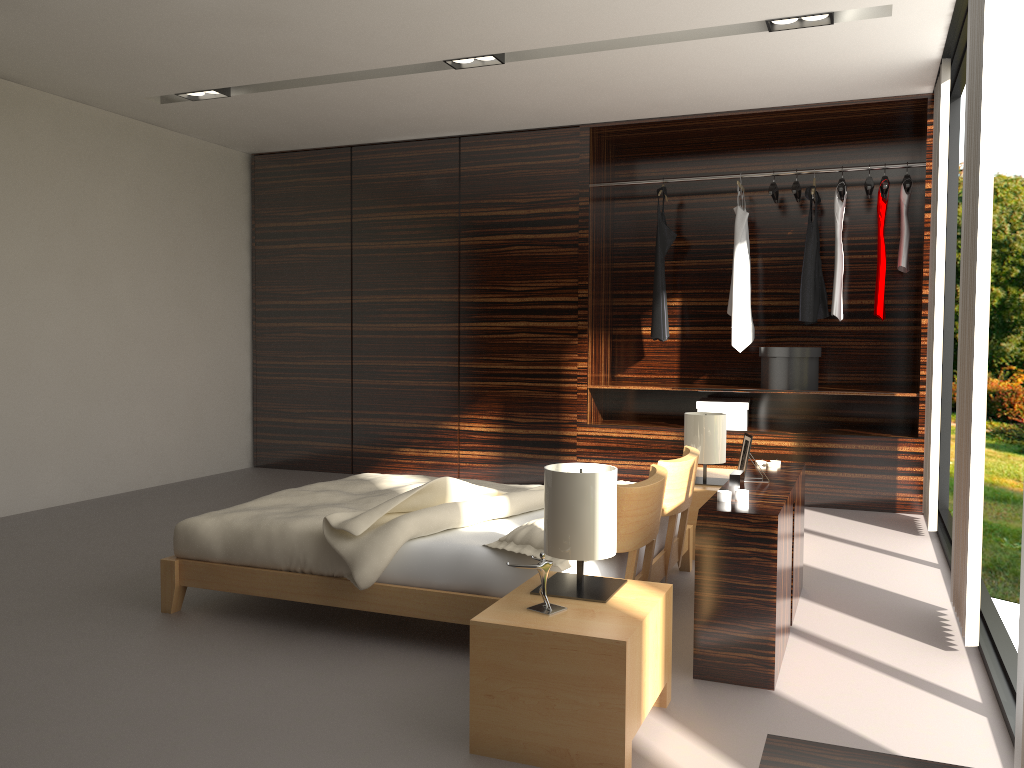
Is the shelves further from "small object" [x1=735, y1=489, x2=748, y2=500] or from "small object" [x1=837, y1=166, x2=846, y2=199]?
"small object" [x1=735, y1=489, x2=748, y2=500]

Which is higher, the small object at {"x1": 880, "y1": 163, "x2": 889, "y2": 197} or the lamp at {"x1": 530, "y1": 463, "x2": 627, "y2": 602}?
the small object at {"x1": 880, "y1": 163, "x2": 889, "y2": 197}

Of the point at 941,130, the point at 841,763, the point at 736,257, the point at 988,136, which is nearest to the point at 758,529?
the point at 988,136

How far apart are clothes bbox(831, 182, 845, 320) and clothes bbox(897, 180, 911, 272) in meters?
0.3 m

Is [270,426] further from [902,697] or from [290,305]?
[902,697]

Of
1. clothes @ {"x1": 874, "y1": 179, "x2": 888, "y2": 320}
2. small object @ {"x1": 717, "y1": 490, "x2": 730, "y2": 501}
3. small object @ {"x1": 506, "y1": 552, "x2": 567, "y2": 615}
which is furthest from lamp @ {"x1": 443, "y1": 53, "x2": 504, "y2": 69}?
small object @ {"x1": 506, "y1": 552, "x2": 567, "y2": 615}

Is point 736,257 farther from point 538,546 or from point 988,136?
point 538,546

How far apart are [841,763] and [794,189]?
4.9m

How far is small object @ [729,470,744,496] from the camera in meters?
2.8

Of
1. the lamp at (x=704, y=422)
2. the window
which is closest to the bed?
the lamp at (x=704, y=422)
